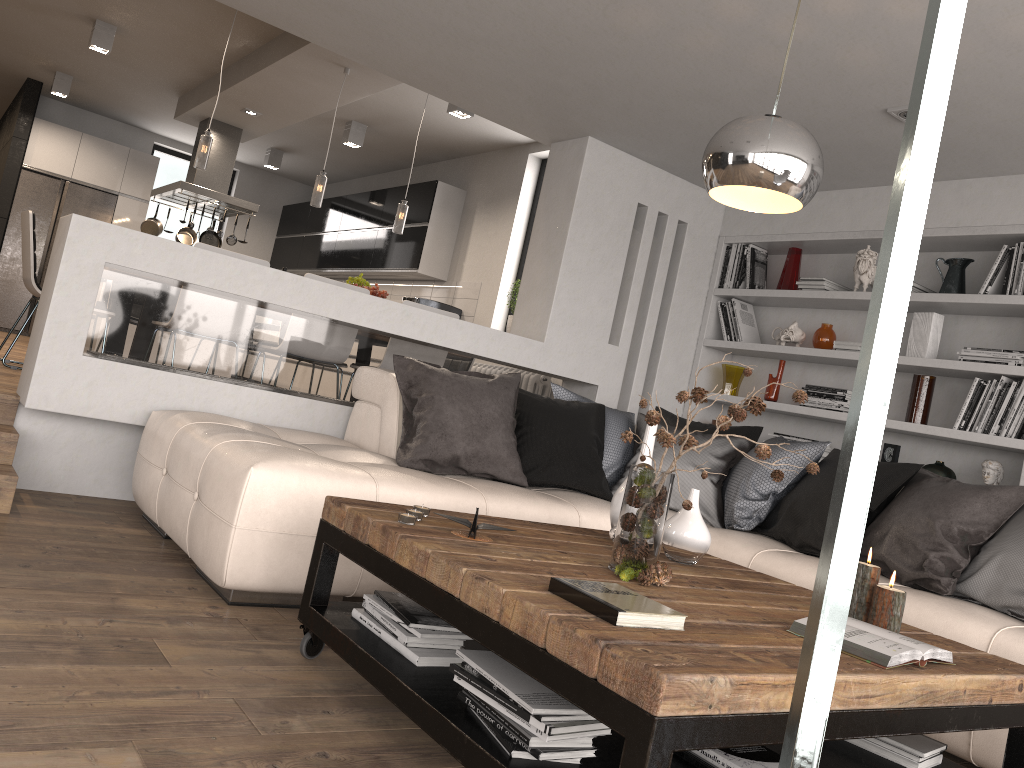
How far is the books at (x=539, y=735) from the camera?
1.7 meters

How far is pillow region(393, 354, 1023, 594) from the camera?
3.2 meters

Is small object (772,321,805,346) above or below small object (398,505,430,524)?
above

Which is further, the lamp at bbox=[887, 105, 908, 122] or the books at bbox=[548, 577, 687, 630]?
the lamp at bbox=[887, 105, 908, 122]

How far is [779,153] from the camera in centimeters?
222cm

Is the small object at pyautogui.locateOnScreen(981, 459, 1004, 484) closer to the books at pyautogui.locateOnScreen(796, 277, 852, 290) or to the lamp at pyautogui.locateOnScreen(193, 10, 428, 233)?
the books at pyautogui.locateOnScreen(796, 277, 852, 290)

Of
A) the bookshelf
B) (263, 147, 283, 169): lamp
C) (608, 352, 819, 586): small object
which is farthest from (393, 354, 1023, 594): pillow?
(263, 147, 283, 169): lamp

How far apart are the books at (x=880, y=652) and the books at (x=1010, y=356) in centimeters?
267cm

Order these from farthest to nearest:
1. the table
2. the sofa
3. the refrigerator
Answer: the refrigerator < the sofa < the table

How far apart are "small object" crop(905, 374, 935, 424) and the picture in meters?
0.2 m
